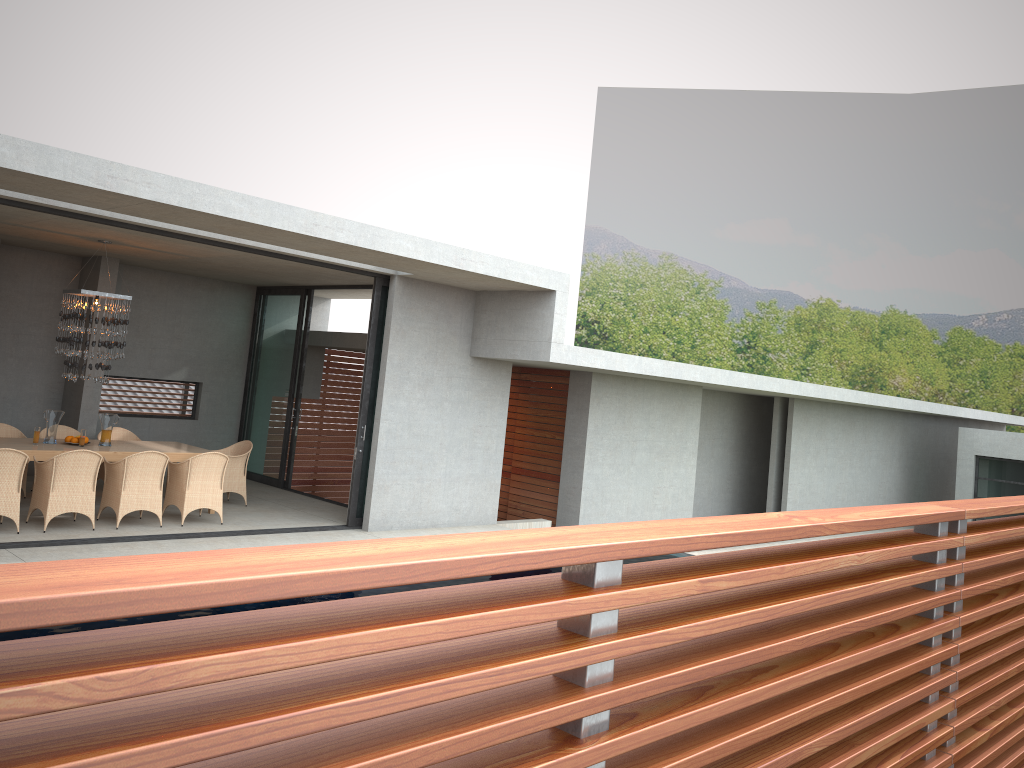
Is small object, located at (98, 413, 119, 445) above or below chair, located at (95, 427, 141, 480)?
below

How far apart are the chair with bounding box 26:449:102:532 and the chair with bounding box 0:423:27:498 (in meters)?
2.24

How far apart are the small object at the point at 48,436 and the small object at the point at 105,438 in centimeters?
104cm

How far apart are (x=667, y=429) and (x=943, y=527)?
13.1 meters

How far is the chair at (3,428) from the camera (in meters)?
11.30

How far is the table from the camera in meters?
9.8 m

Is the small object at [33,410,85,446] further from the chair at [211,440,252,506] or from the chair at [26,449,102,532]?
the chair at [211,440,252,506]

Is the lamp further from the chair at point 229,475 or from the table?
the chair at point 229,475

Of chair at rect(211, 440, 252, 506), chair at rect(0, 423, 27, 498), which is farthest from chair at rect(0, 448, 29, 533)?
chair at rect(211, 440, 252, 506)

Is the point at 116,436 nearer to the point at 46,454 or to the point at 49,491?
the point at 46,454
